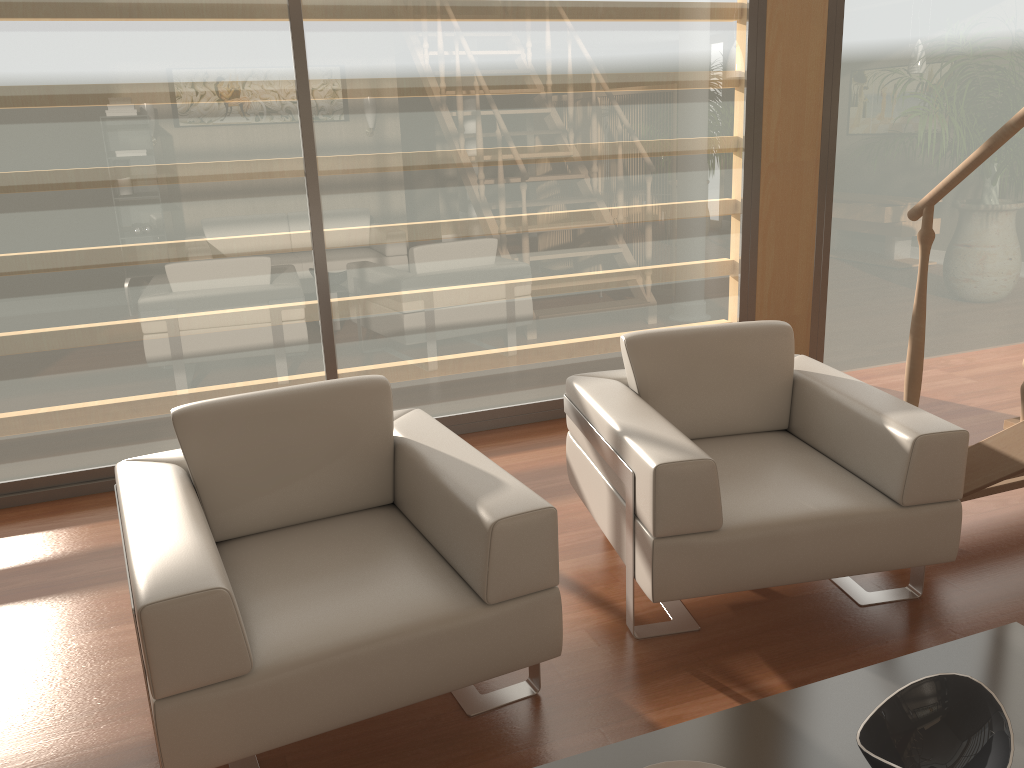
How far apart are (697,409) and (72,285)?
2.5 meters

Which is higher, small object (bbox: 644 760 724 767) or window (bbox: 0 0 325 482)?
window (bbox: 0 0 325 482)

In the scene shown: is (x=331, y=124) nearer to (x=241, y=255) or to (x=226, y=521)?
(x=241, y=255)

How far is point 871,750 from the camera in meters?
1.5

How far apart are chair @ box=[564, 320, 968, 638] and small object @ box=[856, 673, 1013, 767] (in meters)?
0.72

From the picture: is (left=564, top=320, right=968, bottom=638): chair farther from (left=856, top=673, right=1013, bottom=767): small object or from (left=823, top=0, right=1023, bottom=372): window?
(left=823, top=0, right=1023, bottom=372): window

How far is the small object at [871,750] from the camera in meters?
1.5

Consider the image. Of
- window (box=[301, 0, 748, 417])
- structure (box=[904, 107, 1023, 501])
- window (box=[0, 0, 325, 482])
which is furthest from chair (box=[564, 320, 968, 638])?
window (box=[0, 0, 325, 482])

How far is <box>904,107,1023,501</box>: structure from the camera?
2.5m

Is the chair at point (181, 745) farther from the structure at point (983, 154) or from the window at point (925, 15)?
the window at point (925, 15)
